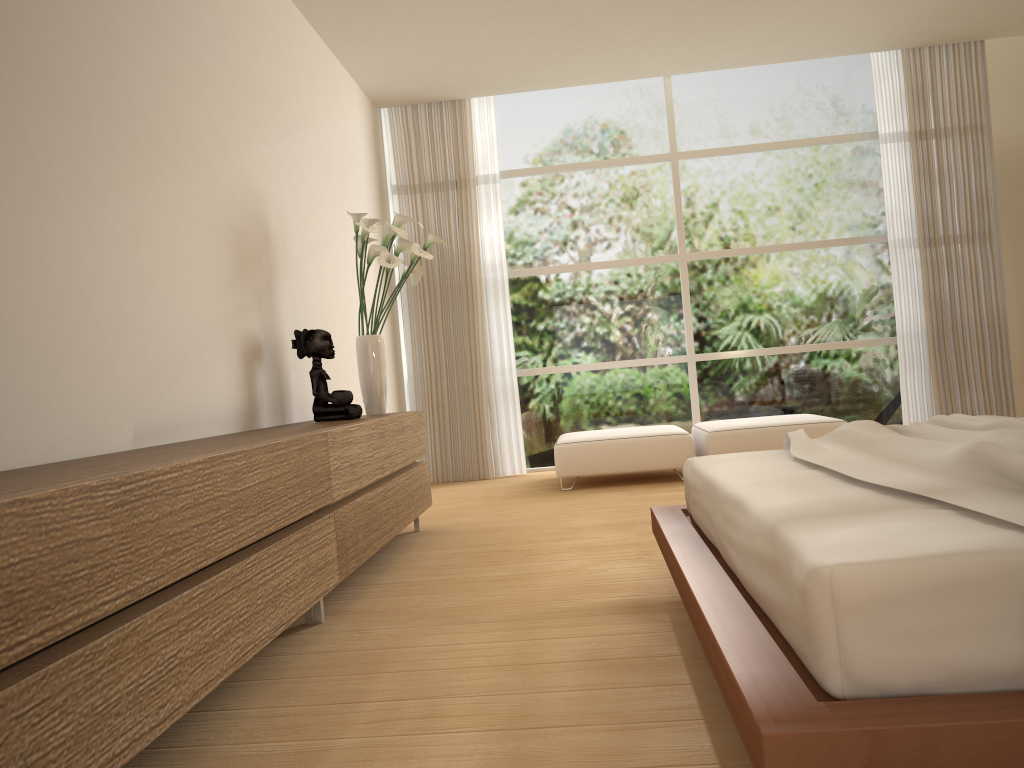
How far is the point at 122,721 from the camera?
1.64m

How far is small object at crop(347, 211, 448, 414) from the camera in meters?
4.5

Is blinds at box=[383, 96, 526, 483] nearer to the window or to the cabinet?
the window

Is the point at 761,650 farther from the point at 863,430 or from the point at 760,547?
the point at 863,430

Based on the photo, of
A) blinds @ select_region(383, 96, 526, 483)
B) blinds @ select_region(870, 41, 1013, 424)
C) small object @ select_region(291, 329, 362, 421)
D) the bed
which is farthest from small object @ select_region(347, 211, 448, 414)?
blinds @ select_region(870, 41, 1013, 424)

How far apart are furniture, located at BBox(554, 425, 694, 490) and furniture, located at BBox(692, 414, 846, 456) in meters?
0.1

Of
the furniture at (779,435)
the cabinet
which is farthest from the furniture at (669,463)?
the cabinet

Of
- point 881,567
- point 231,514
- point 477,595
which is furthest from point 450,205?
point 881,567

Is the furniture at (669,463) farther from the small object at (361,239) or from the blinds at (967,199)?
the blinds at (967,199)

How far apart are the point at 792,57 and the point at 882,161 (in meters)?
1.10
